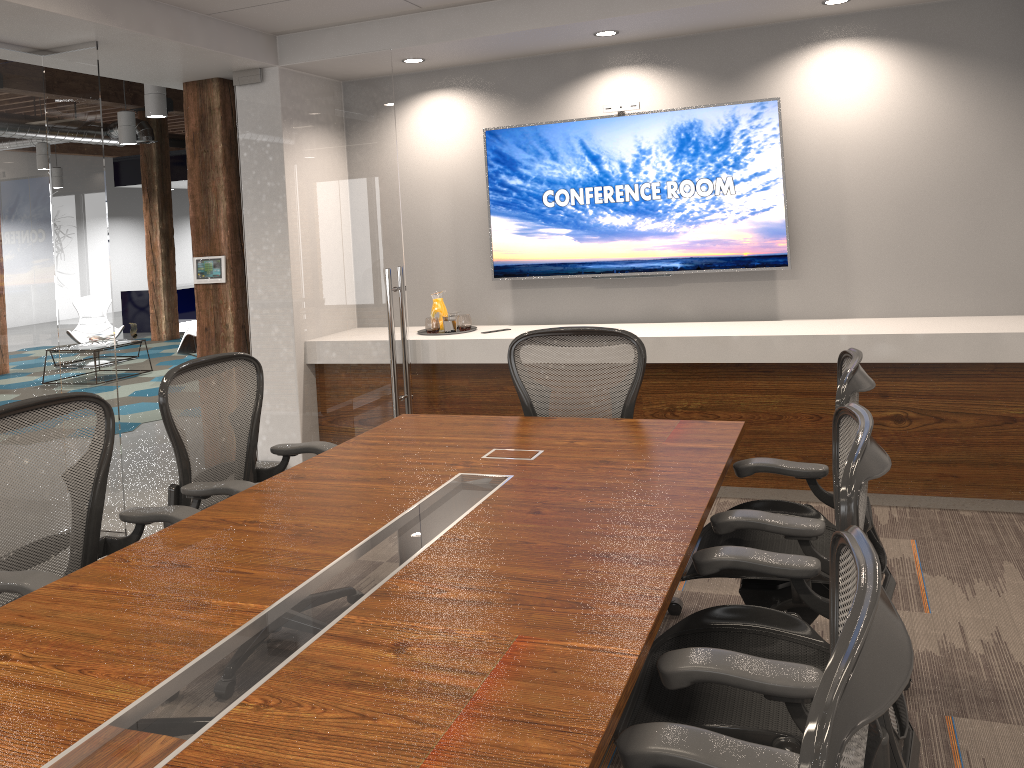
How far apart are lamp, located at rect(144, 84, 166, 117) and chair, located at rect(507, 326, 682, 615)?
6.3 meters

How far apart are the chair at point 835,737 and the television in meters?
4.0 m

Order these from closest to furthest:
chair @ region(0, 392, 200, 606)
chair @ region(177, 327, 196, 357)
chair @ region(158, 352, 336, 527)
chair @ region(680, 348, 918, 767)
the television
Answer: chair @ region(680, 348, 918, 767), chair @ region(0, 392, 200, 606), chair @ region(158, 352, 336, 527), the television, chair @ region(177, 327, 196, 357)

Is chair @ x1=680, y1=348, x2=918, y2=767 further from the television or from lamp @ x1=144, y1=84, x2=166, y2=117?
lamp @ x1=144, y1=84, x2=166, y2=117

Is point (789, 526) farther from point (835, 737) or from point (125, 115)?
point (125, 115)

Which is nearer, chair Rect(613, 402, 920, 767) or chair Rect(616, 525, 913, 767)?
chair Rect(616, 525, 913, 767)

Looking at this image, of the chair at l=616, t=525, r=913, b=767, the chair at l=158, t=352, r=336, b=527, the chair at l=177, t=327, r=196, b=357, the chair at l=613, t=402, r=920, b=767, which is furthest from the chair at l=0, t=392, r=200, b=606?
the chair at l=177, t=327, r=196, b=357

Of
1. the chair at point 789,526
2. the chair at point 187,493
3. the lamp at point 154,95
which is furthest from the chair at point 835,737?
the lamp at point 154,95

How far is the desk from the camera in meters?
1.5 m

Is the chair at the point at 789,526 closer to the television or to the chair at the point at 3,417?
the chair at the point at 3,417
